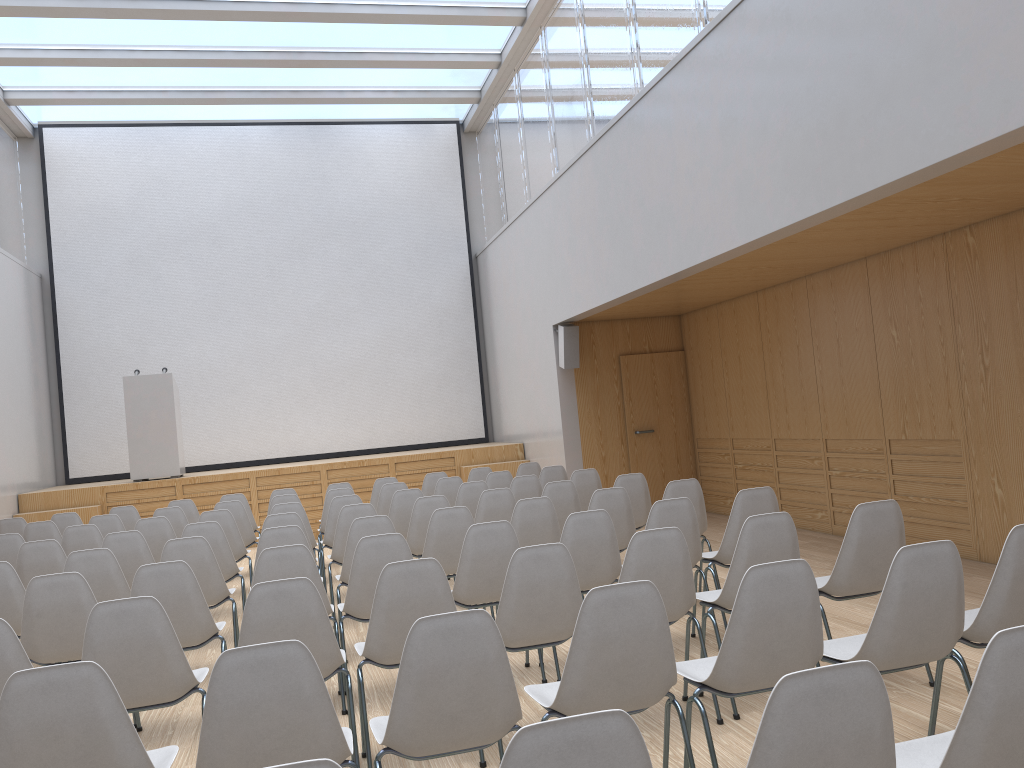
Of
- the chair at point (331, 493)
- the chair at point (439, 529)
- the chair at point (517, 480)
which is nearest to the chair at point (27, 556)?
the chair at point (439, 529)

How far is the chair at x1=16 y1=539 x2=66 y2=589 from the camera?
5.9 meters

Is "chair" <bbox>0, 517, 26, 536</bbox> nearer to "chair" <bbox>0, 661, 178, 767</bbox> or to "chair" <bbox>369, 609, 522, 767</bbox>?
"chair" <bbox>0, 661, 178, 767</bbox>

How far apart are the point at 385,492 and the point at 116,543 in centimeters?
288cm

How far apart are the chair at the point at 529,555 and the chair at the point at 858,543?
1.2 meters

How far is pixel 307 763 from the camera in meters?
1.5

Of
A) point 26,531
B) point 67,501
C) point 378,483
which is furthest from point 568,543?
point 67,501

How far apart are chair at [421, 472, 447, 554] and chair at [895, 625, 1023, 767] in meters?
7.5

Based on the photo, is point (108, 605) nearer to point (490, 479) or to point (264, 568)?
point (264, 568)

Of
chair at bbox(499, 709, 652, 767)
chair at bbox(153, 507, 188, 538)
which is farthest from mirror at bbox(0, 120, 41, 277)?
chair at bbox(499, 709, 652, 767)
